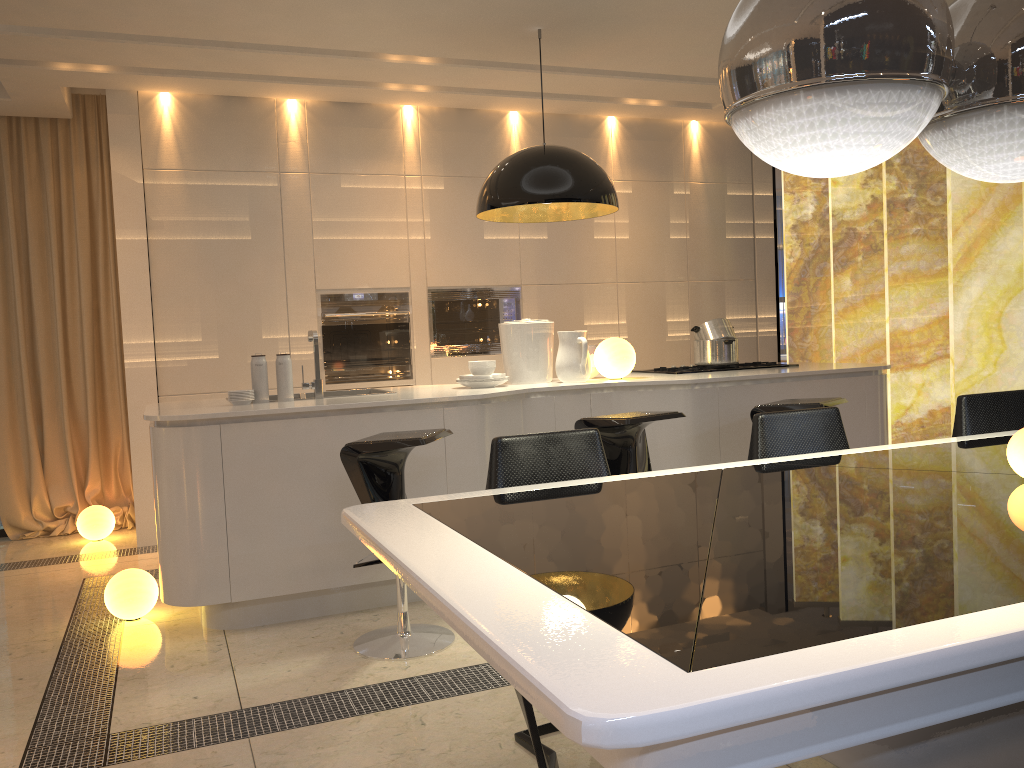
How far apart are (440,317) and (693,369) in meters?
1.8 m

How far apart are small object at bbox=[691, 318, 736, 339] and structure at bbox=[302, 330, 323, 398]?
2.2 meters

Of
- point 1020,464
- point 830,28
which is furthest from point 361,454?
point 830,28

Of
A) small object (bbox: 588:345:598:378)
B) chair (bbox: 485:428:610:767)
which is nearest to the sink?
small object (bbox: 588:345:598:378)

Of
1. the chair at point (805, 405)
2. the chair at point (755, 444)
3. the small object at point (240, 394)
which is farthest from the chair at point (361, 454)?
the chair at point (805, 405)

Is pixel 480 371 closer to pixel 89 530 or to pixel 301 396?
pixel 301 396

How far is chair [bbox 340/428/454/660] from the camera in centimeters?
314cm

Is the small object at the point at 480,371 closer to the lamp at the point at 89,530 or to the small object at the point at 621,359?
the small object at the point at 621,359

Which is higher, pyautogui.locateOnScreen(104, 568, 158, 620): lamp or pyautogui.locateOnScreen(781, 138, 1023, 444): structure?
pyautogui.locateOnScreen(781, 138, 1023, 444): structure

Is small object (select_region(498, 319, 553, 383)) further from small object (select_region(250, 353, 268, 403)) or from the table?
the table
